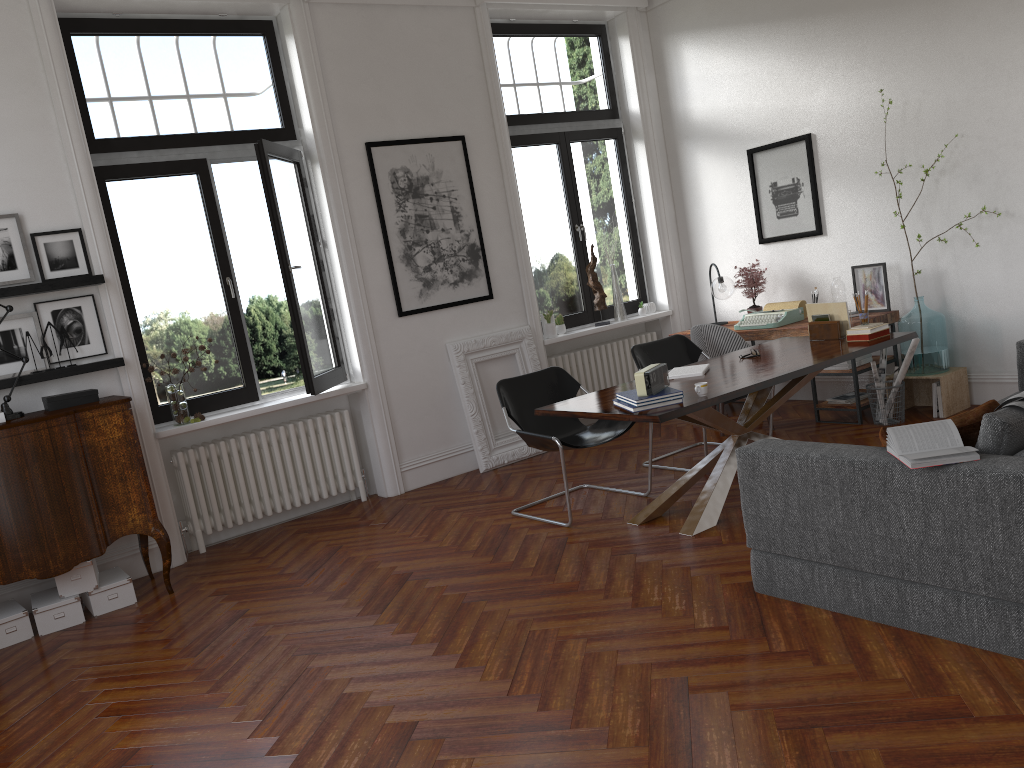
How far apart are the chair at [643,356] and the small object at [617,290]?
1.7m

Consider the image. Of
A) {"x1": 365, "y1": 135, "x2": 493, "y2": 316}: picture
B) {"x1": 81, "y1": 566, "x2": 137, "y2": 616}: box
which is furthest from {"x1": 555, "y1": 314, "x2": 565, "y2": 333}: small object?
{"x1": 81, "y1": 566, "x2": 137, "y2": 616}: box

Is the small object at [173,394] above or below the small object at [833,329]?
above

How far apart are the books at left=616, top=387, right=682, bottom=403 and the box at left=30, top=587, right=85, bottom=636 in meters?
3.3

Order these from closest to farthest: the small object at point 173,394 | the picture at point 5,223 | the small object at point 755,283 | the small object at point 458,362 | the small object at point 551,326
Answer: the picture at point 5,223 → the small object at point 173,394 → the small object at point 458,362 → the small object at point 755,283 → the small object at point 551,326

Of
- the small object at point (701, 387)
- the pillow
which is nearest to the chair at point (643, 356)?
the small object at point (701, 387)

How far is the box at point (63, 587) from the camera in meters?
5.0

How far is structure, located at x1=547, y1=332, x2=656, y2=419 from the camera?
8.0m

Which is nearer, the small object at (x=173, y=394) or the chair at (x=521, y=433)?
the chair at (x=521, y=433)

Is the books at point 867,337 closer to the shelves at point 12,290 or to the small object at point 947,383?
the small object at point 947,383
